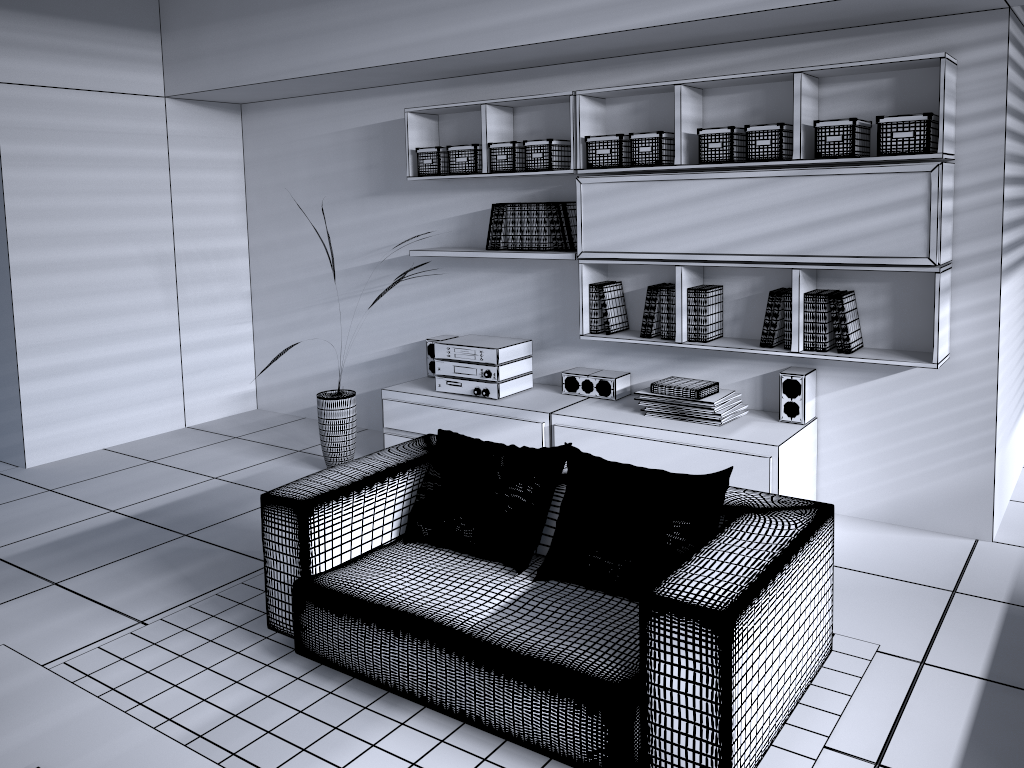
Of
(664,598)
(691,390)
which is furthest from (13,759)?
(691,390)

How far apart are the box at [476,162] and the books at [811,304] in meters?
1.9

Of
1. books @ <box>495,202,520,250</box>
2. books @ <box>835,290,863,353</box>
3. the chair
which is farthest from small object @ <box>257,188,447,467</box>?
books @ <box>835,290,863,353</box>

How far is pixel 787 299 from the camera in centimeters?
391cm

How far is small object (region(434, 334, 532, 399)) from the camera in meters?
4.6 m

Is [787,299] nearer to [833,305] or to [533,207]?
[833,305]

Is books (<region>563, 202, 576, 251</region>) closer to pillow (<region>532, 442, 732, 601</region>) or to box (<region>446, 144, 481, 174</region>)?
box (<region>446, 144, 481, 174</region>)

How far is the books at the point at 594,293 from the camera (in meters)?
4.48

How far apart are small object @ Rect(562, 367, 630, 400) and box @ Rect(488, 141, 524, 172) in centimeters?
110cm

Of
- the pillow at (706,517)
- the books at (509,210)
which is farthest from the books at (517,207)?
the pillow at (706,517)
